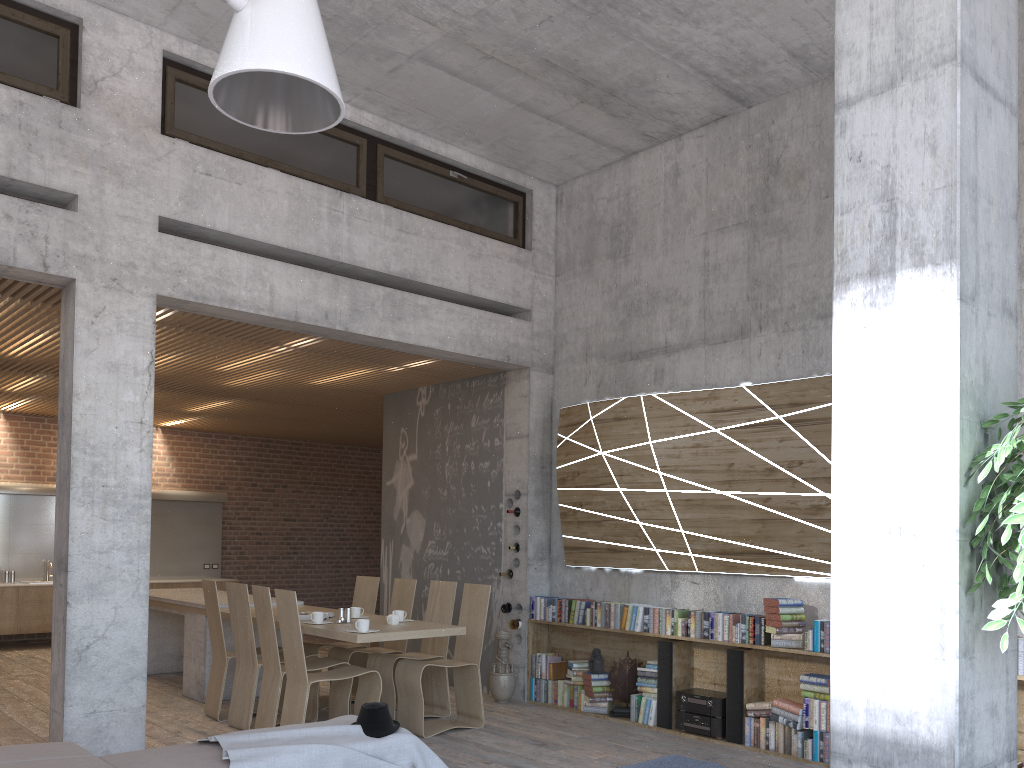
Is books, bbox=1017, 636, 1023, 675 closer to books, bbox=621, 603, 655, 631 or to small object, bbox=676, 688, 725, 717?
small object, bbox=676, 688, 725, 717

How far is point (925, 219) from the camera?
2.8m

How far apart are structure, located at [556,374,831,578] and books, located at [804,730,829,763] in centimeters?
113cm

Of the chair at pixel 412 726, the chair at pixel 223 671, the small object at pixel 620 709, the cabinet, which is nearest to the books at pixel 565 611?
the small object at pixel 620 709

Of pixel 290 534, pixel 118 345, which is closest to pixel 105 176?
pixel 118 345

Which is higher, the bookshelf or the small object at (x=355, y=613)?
the small object at (x=355, y=613)

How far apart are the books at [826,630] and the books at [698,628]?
1.0m

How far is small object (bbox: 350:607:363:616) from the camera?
7.3 meters

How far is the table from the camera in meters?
6.5 m

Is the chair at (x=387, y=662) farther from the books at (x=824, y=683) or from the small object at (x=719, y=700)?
the books at (x=824, y=683)
